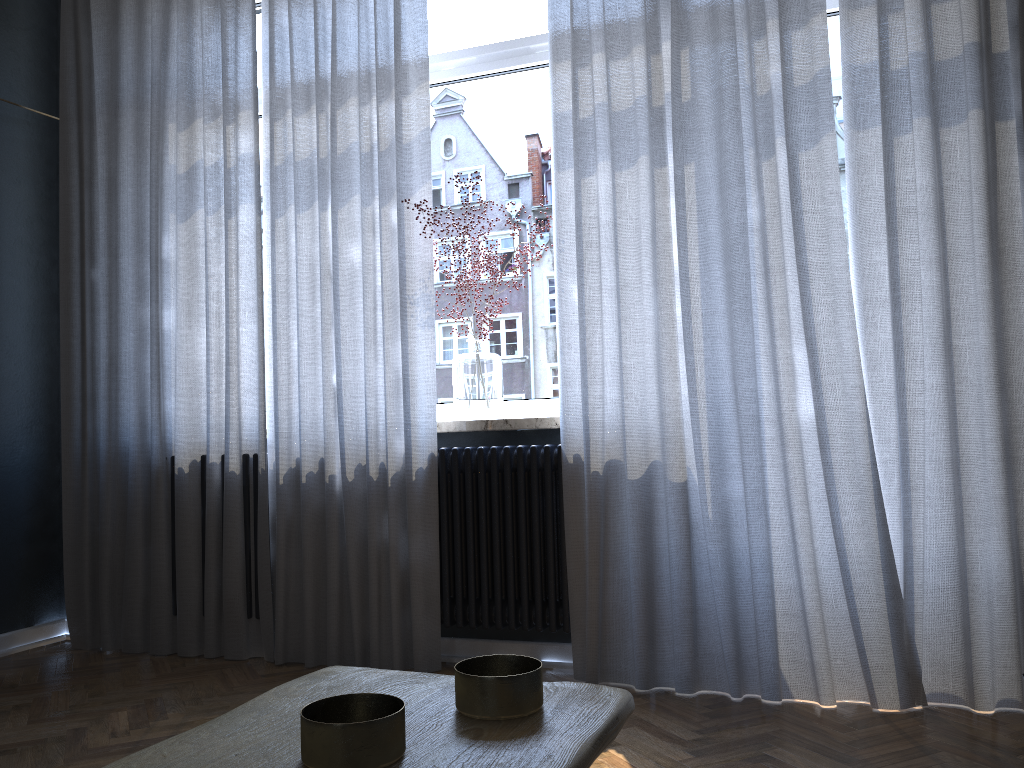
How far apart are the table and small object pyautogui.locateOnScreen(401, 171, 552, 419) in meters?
2.2

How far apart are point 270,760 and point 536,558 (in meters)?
2.28

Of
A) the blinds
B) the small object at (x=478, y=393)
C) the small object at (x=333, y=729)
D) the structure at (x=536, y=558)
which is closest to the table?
the small object at (x=333, y=729)

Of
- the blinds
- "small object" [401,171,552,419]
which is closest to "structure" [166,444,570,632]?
the blinds

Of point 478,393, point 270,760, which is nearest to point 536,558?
point 478,393

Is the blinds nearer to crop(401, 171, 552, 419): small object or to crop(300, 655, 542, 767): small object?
crop(401, 171, 552, 419): small object

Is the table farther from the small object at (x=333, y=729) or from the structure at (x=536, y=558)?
the structure at (x=536, y=558)

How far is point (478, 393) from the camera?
3.1 meters

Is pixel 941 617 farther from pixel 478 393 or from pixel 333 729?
pixel 333 729

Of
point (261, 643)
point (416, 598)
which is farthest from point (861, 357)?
point (261, 643)
